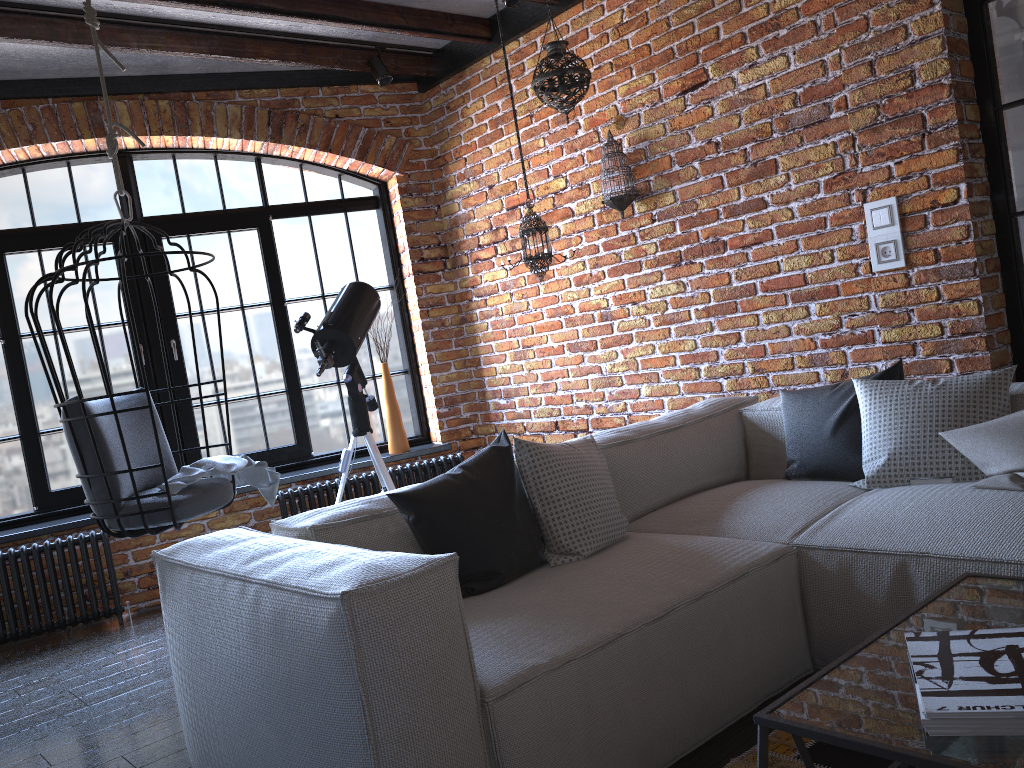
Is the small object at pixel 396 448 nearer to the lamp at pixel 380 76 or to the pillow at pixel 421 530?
the lamp at pixel 380 76

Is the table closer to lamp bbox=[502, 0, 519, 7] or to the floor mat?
the floor mat

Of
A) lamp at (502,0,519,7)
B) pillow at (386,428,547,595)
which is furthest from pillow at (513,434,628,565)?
lamp at (502,0,519,7)

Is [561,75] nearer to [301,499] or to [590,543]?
[590,543]

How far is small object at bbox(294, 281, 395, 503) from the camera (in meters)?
4.05

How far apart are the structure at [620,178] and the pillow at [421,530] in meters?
1.8 m

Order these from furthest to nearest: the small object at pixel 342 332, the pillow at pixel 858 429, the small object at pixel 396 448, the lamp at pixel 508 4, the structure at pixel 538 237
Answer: the small object at pixel 396 448, the structure at pixel 538 237, the small object at pixel 342 332, the lamp at pixel 508 4, the pillow at pixel 858 429

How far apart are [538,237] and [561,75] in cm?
77

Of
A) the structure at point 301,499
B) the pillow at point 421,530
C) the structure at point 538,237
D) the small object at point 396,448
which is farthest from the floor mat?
the small object at point 396,448

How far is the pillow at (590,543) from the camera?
2.5m
